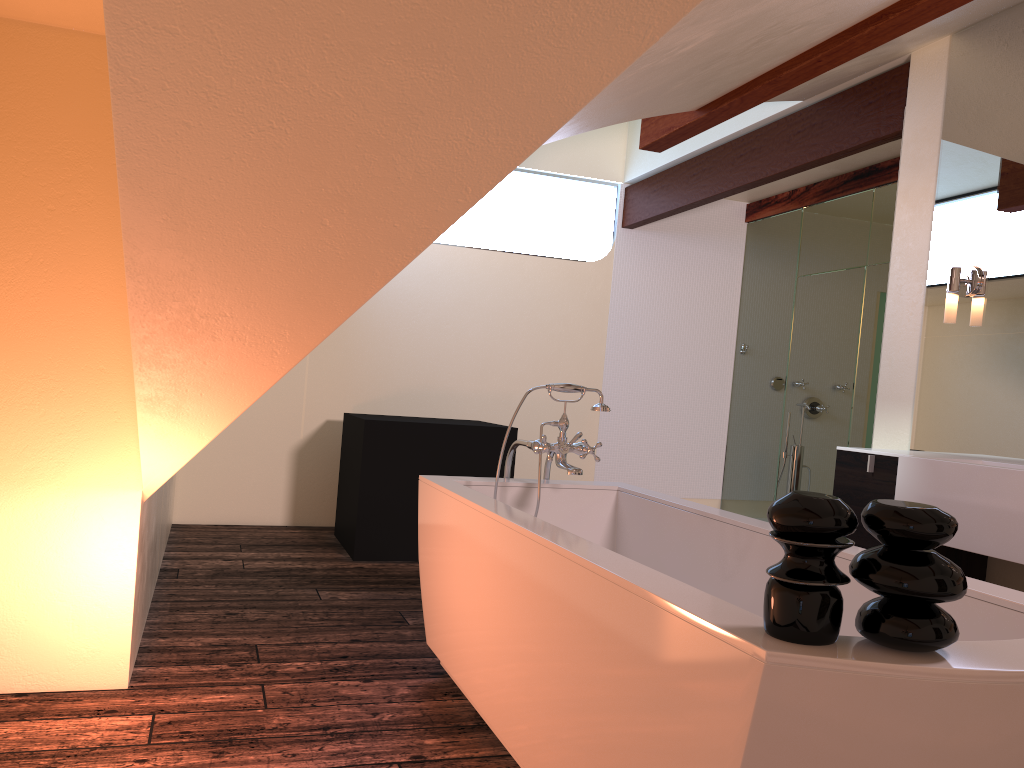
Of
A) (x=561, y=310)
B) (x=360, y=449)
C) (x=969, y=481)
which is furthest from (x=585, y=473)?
(x=969, y=481)

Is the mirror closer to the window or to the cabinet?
the cabinet

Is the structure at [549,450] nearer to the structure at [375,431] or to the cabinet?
the cabinet

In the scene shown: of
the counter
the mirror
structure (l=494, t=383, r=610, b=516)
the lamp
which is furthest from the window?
the counter

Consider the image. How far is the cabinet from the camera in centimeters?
313cm

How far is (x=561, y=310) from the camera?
6.3 meters

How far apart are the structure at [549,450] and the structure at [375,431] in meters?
1.6

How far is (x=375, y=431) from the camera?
4.7 meters

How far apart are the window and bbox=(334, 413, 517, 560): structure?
2.01m

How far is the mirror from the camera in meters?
3.2 m
